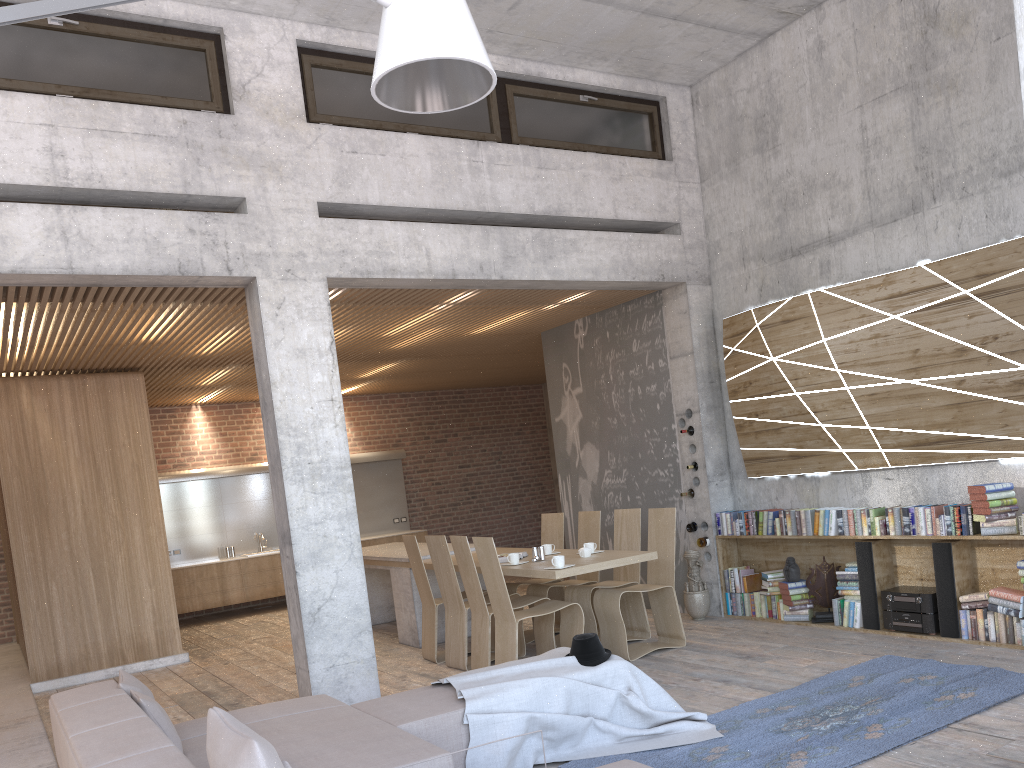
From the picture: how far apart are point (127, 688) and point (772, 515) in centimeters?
552cm

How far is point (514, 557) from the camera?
7.20m

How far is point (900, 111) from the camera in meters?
7.0 m

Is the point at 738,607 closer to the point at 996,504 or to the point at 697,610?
the point at 697,610

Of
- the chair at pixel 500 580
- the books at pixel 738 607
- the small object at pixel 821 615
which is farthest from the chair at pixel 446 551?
the small object at pixel 821 615

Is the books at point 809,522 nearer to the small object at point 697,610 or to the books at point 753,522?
the books at point 753,522

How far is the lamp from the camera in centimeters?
305cm

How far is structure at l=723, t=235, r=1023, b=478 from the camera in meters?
6.3 m

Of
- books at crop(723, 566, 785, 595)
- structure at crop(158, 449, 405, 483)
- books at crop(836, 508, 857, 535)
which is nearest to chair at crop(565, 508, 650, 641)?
books at crop(723, 566, 785, 595)

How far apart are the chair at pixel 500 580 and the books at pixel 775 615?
2.1 meters
